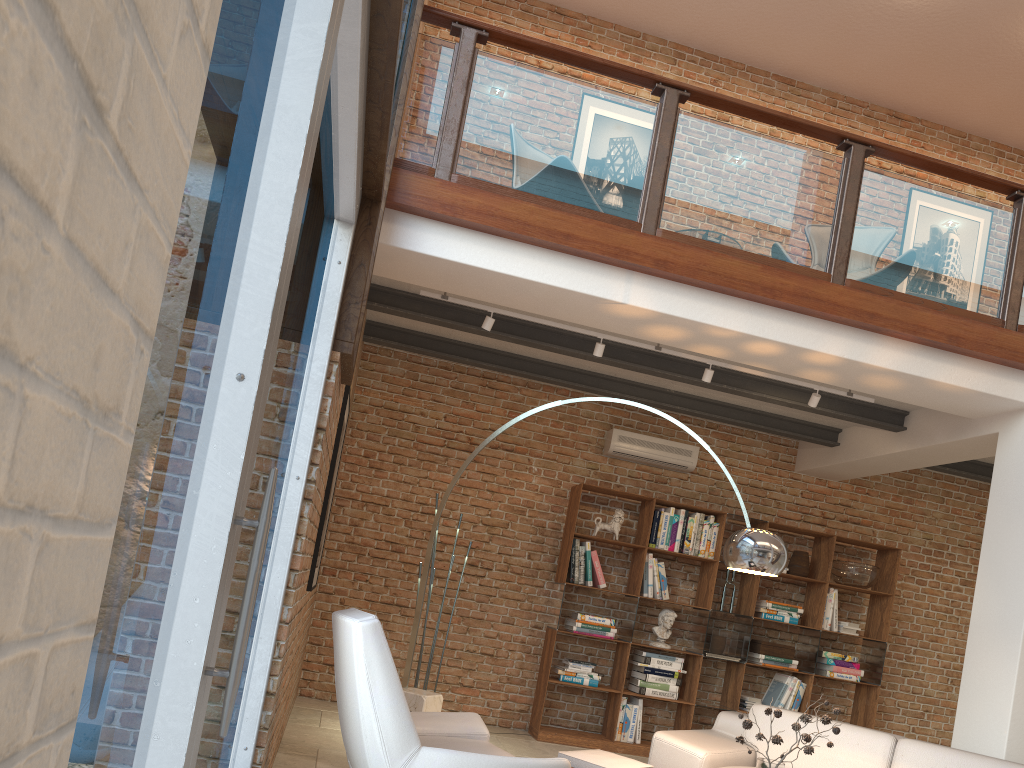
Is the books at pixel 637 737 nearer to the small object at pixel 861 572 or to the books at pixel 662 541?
the books at pixel 662 541

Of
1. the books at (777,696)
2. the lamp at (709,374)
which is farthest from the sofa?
the books at (777,696)

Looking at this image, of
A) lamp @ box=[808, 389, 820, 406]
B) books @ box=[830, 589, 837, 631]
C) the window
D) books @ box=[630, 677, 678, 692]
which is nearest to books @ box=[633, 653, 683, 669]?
books @ box=[630, 677, 678, 692]

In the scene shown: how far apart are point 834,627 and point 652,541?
1.82m

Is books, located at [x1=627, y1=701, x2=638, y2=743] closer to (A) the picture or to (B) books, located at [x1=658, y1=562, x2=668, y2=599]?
(B) books, located at [x1=658, y1=562, x2=668, y2=599]

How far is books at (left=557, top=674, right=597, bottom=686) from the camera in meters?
7.1

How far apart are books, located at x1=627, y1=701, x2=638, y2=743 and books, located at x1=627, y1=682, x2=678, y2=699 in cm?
14

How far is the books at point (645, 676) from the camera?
7.1 meters

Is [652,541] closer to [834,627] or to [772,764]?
[834,627]

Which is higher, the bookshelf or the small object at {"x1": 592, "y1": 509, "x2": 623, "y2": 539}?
the small object at {"x1": 592, "y1": 509, "x2": 623, "y2": 539}
